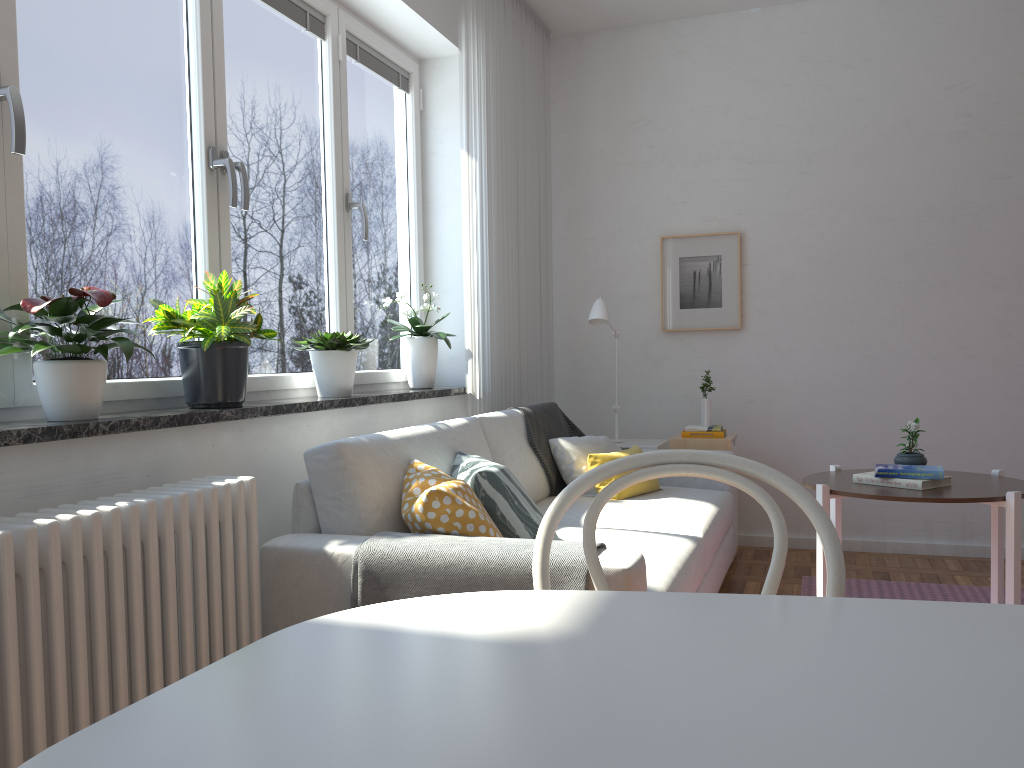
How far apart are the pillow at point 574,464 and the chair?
2.5 meters

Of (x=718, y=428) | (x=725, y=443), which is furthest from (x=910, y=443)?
(x=718, y=428)

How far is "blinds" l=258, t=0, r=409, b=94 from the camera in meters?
3.2 m

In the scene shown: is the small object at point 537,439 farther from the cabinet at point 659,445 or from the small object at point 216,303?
the small object at point 216,303

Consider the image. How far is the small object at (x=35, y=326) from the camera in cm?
192

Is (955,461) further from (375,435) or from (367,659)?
(367,659)

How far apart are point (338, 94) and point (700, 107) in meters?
2.3 m

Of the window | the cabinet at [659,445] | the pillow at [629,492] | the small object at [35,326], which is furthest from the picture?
the small object at [35,326]

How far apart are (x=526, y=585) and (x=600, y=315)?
2.49m

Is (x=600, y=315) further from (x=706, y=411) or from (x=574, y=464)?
(x=574, y=464)
